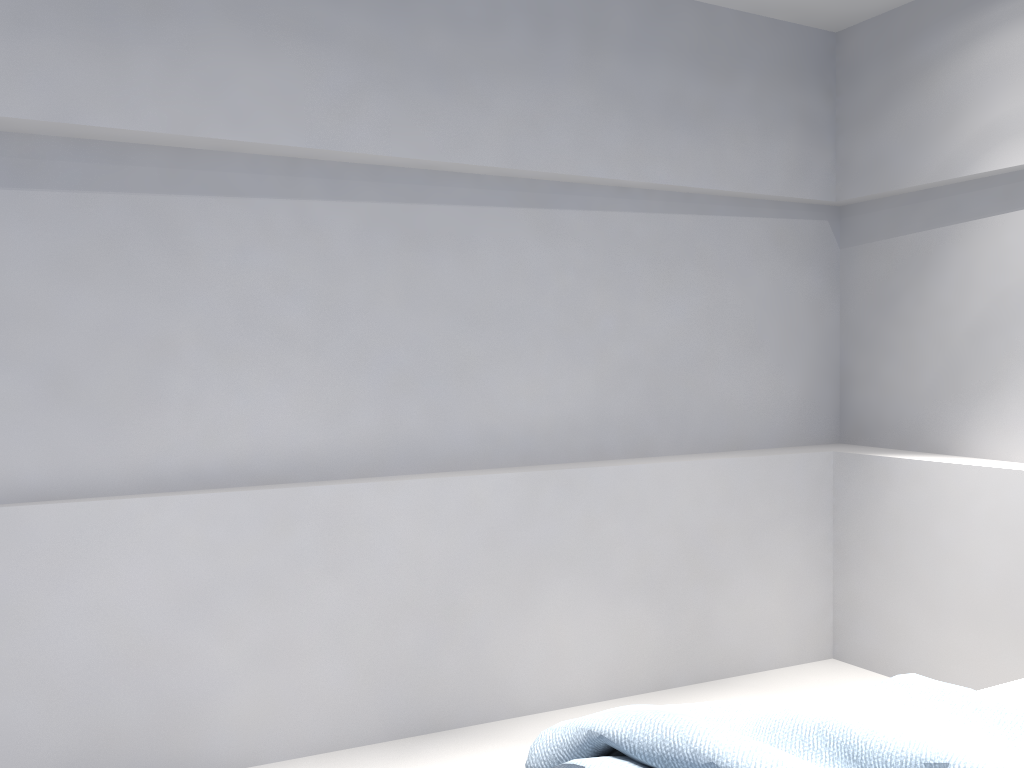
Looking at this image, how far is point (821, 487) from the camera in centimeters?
379cm

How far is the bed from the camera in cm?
168

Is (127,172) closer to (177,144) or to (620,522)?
(177,144)

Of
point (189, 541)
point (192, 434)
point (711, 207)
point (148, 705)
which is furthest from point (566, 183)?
point (148, 705)

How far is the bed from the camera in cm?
168
